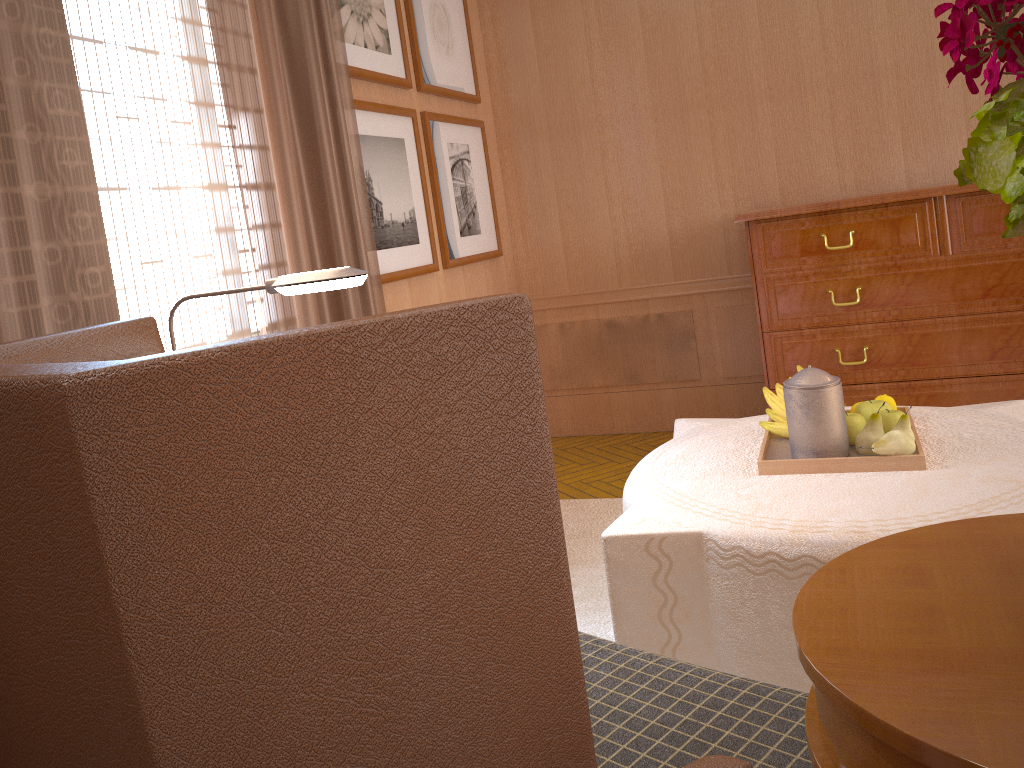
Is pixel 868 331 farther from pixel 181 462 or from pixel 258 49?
pixel 181 462

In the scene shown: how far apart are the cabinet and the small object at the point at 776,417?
2.3 meters

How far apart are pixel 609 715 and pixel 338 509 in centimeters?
133cm

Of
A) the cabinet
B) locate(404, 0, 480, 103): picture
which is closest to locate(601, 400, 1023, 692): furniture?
the cabinet

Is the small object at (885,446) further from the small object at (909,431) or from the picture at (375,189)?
the picture at (375,189)

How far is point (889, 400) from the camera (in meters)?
4.16

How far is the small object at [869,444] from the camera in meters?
3.7 m

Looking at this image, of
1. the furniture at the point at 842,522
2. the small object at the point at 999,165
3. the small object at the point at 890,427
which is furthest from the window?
the small object at the point at 999,165

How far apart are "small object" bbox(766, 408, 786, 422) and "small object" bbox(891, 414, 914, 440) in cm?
62

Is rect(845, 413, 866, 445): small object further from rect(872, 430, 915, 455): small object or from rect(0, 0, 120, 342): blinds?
rect(0, 0, 120, 342): blinds
